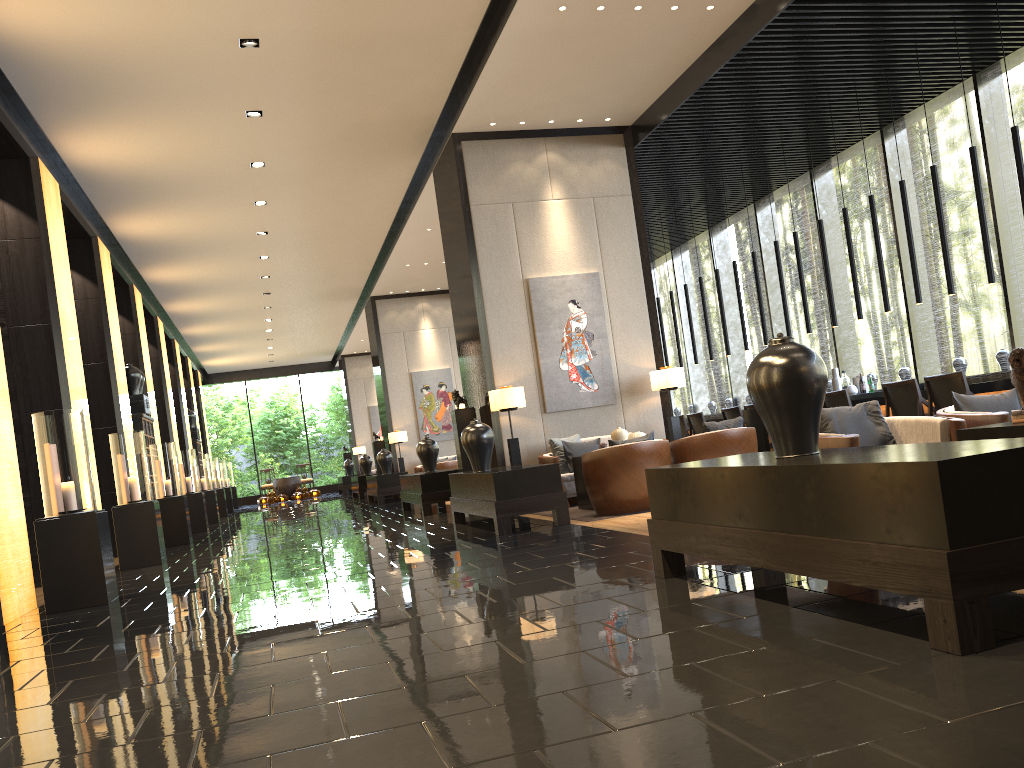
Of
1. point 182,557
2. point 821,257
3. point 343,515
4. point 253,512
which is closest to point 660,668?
point 182,557

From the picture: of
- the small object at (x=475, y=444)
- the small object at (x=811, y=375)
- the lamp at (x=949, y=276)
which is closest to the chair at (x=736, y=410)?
the lamp at (x=949, y=276)

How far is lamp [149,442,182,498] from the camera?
11.8 meters

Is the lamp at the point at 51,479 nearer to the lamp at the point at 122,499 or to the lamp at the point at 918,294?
the lamp at the point at 122,499

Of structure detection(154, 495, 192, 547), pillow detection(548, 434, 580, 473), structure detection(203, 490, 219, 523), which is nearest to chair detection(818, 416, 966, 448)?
pillow detection(548, 434, 580, 473)

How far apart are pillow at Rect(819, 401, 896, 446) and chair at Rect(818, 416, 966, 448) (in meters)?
0.07

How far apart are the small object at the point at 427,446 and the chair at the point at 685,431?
3.6 meters

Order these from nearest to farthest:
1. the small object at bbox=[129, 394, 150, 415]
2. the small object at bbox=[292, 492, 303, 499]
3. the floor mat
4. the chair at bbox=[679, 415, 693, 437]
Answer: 1. the floor mat
2. the chair at bbox=[679, 415, 693, 437]
3. the small object at bbox=[129, 394, 150, 415]
4. the small object at bbox=[292, 492, 303, 499]

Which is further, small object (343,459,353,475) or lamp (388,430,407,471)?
small object (343,459,353,475)

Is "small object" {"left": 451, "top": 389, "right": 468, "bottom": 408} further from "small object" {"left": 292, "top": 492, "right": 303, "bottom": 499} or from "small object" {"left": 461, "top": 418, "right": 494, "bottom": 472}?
"small object" {"left": 292, "top": 492, "right": 303, "bottom": 499}
